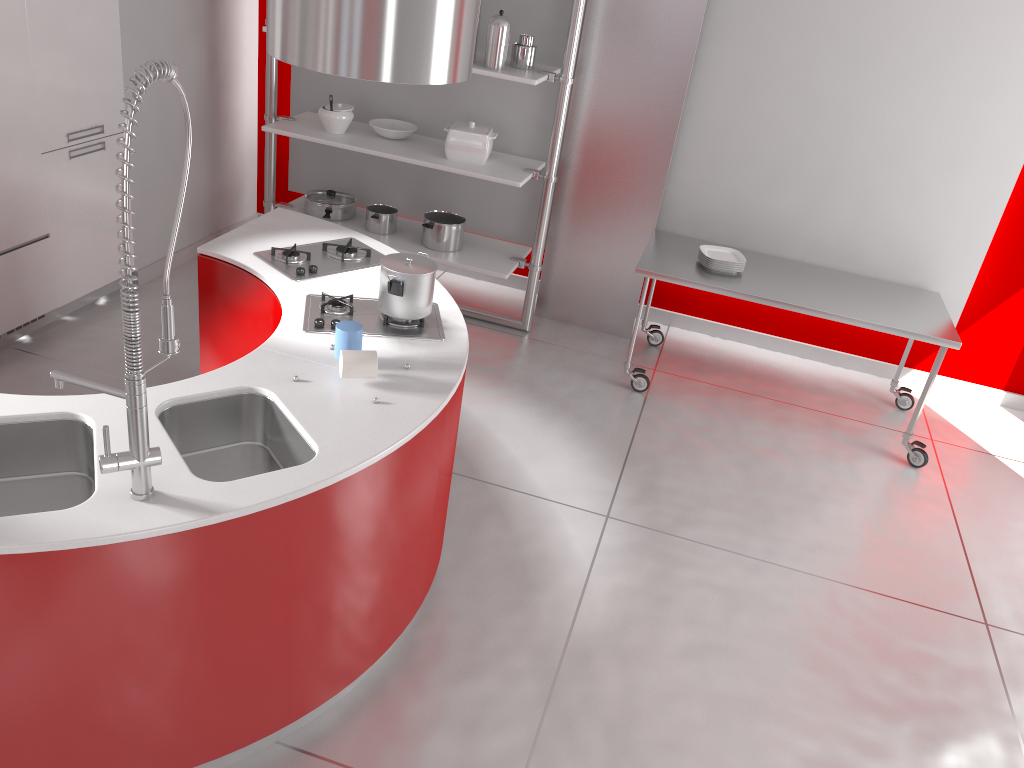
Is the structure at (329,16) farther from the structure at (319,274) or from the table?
the table

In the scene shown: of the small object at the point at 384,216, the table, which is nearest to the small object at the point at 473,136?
the small object at the point at 384,216

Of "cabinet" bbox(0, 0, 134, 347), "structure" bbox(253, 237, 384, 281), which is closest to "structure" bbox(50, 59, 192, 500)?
"structure" bbox(253, 237, 384, 281)

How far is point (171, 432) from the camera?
2.38m

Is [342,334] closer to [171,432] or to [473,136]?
[171,432]

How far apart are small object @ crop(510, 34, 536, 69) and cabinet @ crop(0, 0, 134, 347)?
1.9 meters

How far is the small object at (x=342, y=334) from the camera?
2.6 meters

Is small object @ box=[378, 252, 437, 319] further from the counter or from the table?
the table

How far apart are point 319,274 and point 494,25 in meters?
1.8

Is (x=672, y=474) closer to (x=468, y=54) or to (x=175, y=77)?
(x=468, y=54)
